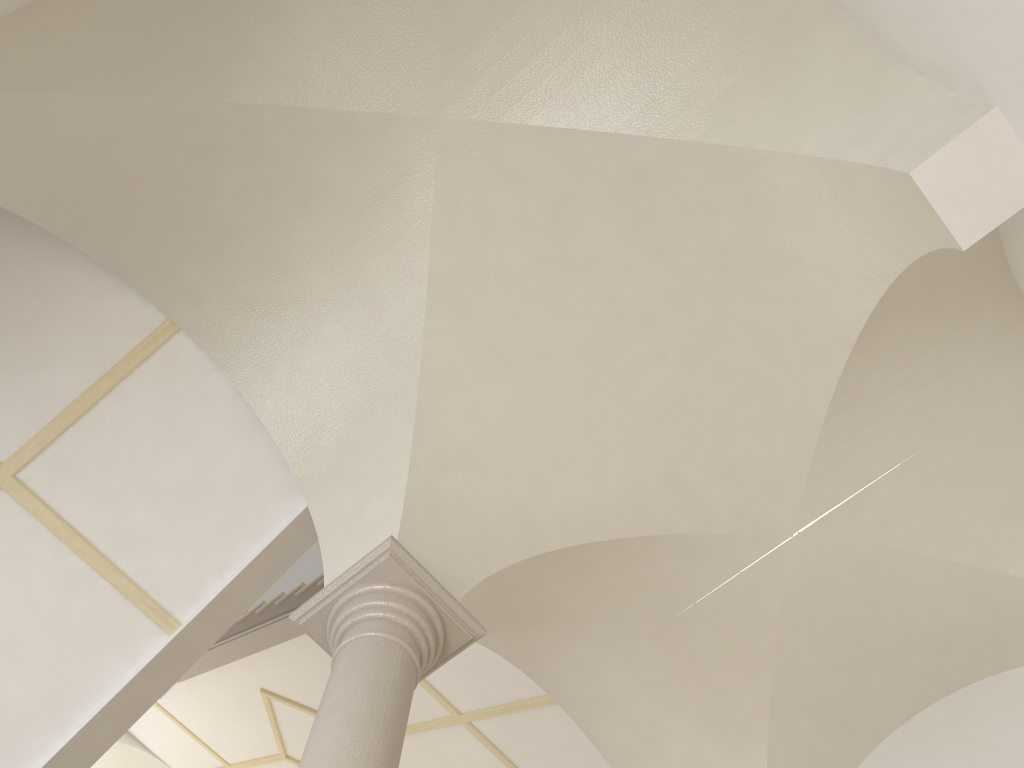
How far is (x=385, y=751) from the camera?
3.39m

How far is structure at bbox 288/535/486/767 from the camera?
3.4 meters

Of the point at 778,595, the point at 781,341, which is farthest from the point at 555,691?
the point at 781,341

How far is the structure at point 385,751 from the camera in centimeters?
339cm

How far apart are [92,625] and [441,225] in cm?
303
